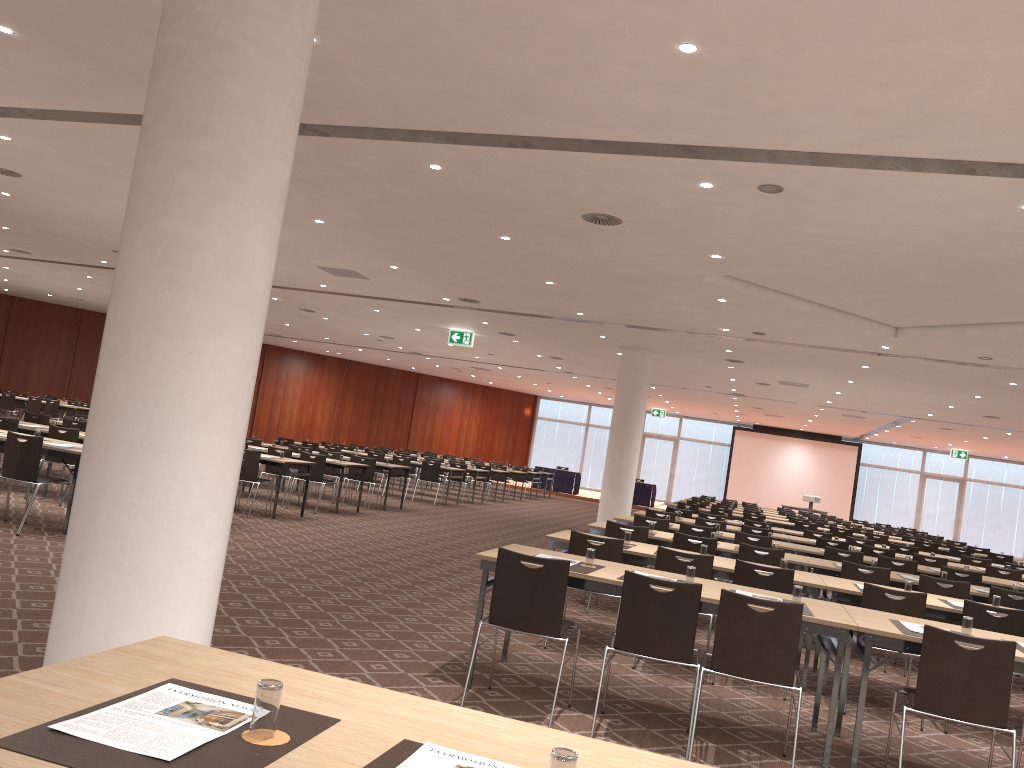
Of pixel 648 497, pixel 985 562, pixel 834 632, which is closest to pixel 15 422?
pixel 834 632

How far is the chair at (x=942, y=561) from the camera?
11.8m

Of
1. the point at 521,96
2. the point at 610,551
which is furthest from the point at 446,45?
the point at 610,551

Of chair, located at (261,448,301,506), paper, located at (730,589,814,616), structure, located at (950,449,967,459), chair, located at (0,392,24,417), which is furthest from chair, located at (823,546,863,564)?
structure, located at (950,449,967,459)

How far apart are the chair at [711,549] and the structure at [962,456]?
29.31m

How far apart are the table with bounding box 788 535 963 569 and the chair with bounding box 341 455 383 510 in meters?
7.5 m

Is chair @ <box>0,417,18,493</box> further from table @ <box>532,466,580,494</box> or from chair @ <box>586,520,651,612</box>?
table @ <box>532,466,580,494</box>

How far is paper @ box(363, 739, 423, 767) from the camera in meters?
1.9 m

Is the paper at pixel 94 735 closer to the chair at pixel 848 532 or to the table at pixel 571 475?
the chair at pixel 848 532

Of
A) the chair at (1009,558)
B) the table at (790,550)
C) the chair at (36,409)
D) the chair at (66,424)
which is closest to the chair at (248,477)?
the chair at (66,424)
